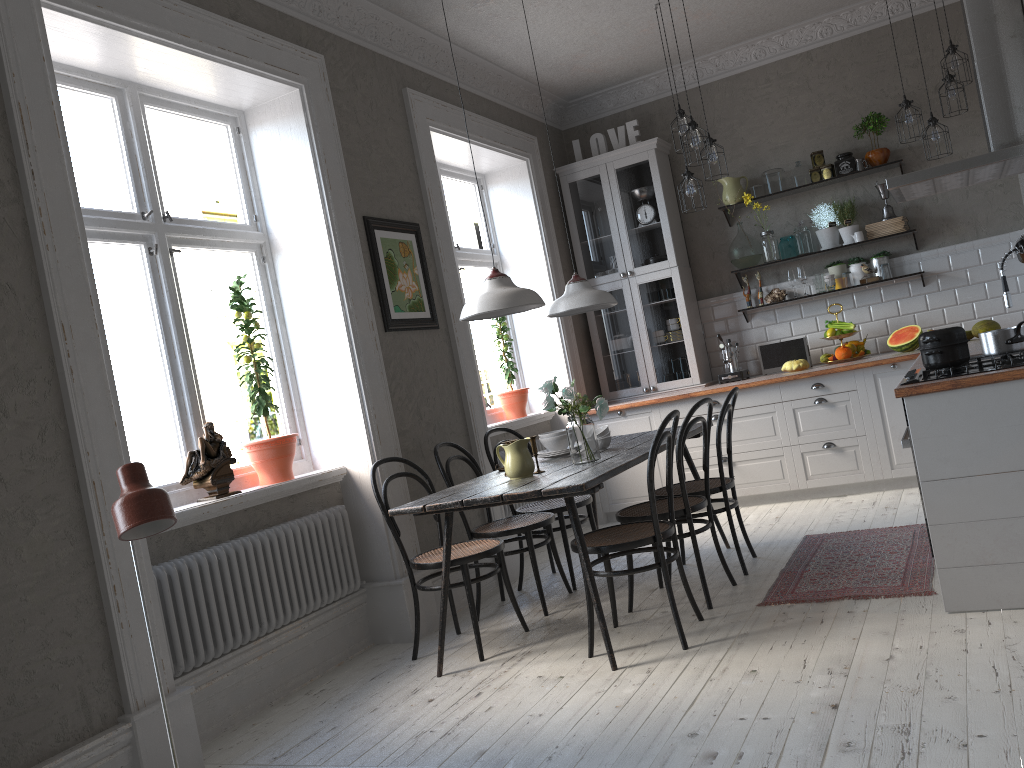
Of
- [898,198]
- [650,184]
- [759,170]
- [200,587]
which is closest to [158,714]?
[200,587]

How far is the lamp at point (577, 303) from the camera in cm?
446

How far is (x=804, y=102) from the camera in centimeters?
648cm

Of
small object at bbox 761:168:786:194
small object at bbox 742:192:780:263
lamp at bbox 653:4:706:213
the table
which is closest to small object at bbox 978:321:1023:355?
the table

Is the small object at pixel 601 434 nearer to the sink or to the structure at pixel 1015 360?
the structure at pixel 1015 360

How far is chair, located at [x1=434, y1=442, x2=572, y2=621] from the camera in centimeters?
436cm

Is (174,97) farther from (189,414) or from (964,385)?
(964,385)

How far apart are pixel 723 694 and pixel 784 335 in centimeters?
420cm

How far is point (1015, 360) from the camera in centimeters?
324cm

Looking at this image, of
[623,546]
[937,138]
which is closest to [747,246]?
[937,138]
